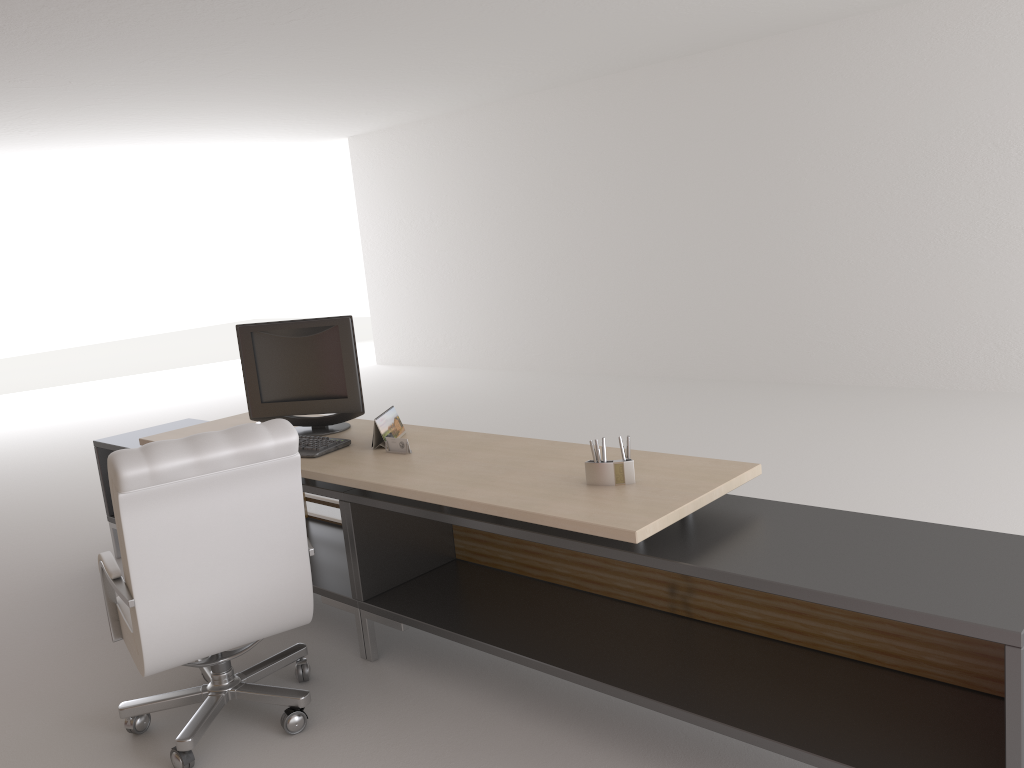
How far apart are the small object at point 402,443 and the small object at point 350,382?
0.7m

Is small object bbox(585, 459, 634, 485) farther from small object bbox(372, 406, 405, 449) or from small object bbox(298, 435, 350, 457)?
small object bbox(298, 435, 350, 457)

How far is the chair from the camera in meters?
4.0

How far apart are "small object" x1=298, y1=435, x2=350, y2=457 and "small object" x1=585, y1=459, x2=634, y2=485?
1.9 meters

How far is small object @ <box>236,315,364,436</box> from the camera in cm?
578

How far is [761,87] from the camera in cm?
1166

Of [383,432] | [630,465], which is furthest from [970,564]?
[383,432]

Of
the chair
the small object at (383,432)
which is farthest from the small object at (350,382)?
the chair

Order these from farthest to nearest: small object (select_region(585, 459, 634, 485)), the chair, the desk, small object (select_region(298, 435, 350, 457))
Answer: small object (select_region(298, 435, 350, 457)) → small object (select_region(585, 459, 634, 485)) → the chair → the desk

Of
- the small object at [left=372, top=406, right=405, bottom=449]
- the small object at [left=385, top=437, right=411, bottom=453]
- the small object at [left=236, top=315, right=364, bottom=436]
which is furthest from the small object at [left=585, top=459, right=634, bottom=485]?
the small object at [left=236, top=315, right=364, bottom=436]
